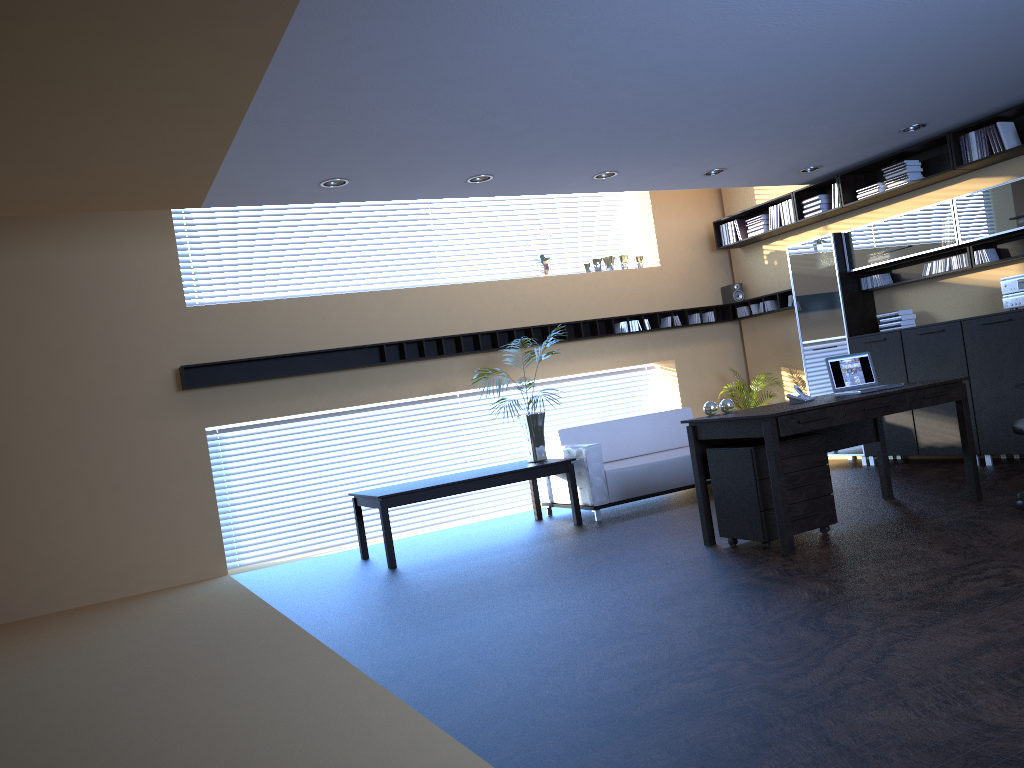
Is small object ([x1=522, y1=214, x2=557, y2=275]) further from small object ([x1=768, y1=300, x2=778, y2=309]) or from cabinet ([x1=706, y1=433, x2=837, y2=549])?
cabinet ([x1=706, y1=433, x2=837, y2=549])

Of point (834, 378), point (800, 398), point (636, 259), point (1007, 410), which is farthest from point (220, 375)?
point (1007, 410)

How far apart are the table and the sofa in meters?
0.1

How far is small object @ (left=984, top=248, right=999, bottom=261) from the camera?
7.89m

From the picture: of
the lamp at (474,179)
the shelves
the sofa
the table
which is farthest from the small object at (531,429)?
the lamp at (474,179)

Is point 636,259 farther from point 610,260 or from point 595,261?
point 595,261

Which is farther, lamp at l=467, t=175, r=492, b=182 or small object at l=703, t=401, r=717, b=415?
lamp at l=467, t=175, r=492, b=182

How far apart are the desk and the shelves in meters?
3.3

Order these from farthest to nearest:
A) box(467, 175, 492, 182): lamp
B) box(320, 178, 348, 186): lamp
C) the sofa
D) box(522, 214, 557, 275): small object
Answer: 1. box(522, 214, 557, 275): small object
2. the sofa
3. box(467, 175, 492, 182): lamp
4. box(320, 178, 348, 186): lamp

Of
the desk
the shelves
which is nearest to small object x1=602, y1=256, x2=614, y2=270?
the shelves
